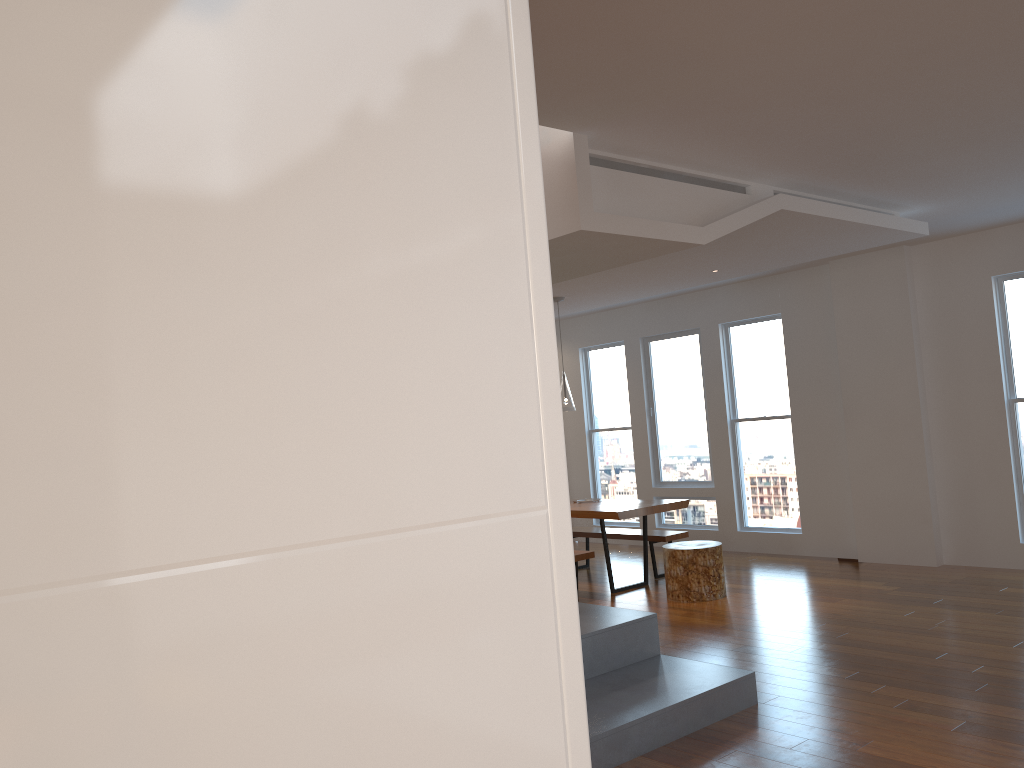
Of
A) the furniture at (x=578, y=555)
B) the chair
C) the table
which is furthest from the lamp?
the chair

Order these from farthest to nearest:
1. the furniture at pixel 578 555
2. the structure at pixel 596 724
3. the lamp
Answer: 1. the lamp
2. the furniture at pixel 578 555
3. the structure at pixel 596 724

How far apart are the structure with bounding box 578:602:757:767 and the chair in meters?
1.9 m

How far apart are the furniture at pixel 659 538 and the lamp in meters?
1.4 m

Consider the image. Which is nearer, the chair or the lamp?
the chair

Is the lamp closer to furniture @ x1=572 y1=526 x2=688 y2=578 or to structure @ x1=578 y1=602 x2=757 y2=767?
furniture @ x1=572 y1=526 x2=688 y2=578

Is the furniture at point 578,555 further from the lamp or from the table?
the lamp

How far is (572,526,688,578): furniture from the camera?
7.8m

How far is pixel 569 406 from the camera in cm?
761

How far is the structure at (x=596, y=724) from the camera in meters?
3.7 m
